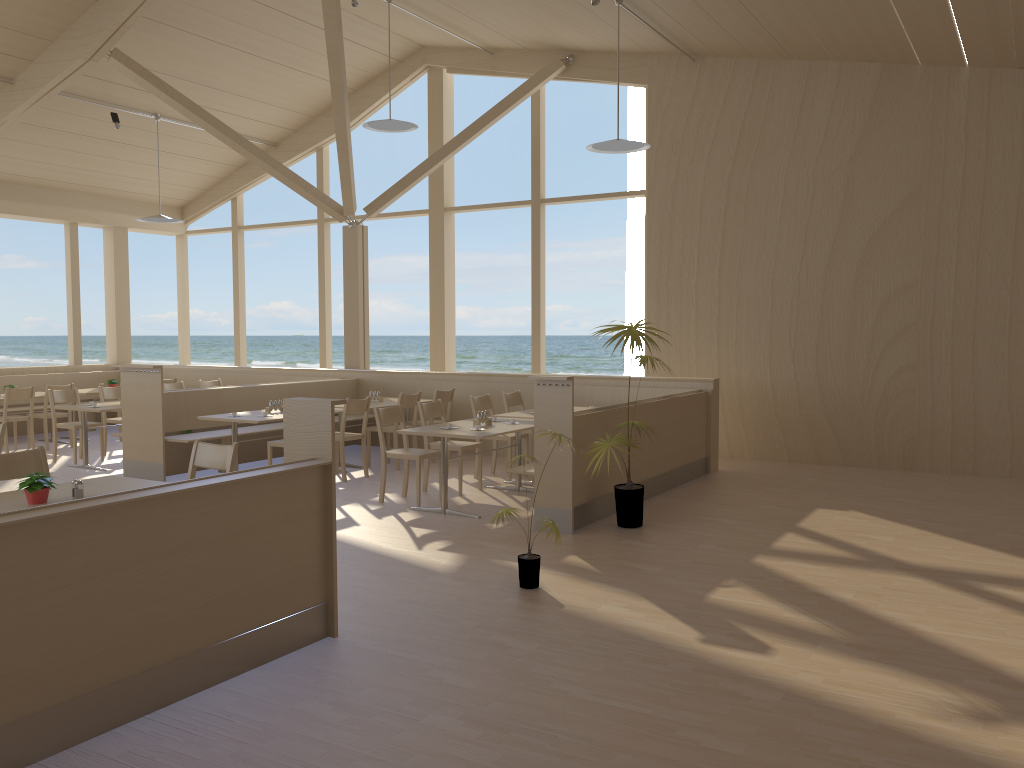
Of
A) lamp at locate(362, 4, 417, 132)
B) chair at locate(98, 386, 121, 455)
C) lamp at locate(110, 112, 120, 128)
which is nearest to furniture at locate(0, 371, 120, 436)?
chair at locate(98, 386, 121, 455)

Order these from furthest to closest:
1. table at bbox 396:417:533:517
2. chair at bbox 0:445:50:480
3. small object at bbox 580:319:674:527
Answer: table at bbox 396:417:533:517 < small object at bbox 580:319:674:527 < chair at bbox 0:445:50:480

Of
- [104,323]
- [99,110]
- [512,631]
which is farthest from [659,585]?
[104,323]

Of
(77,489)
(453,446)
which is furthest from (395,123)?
(77,489)

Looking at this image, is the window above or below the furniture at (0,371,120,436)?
above

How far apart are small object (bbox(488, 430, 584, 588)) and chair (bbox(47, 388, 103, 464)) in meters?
6.3

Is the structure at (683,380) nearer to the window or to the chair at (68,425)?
the window

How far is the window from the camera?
11.06m

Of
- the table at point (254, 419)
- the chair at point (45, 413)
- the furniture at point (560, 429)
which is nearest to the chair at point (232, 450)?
the furniture at point (560, 429)

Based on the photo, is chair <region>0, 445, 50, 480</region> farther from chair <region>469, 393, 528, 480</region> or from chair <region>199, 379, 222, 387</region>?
chair <region>199, 379, 222, 387</region>
